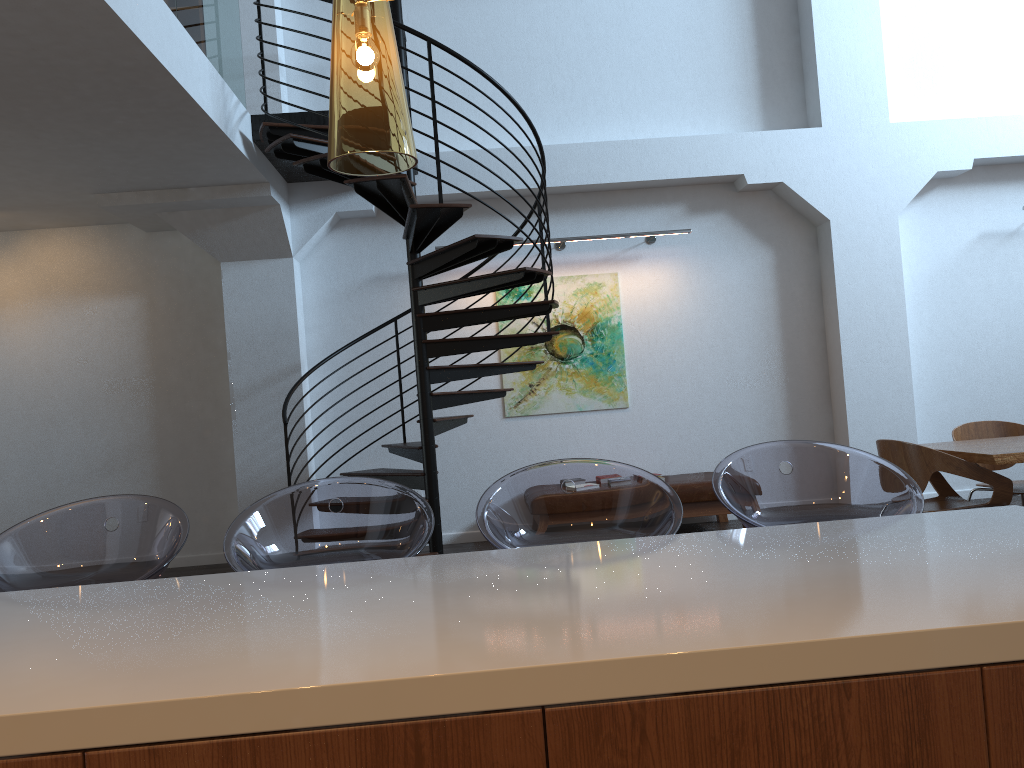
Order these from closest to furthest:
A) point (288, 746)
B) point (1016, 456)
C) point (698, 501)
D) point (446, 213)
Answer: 1. point (288, 746)
2. point (1016, 456)
3. point (446, 213)
4. point (698, 501)

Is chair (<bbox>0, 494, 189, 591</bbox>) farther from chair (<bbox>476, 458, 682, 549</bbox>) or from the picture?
the picture

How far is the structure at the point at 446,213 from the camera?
5.54m

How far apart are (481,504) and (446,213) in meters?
3.5

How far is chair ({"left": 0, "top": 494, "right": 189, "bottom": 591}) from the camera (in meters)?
2.31

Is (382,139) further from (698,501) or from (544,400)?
(544,400)

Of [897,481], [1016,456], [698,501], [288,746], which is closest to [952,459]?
[1016,456]

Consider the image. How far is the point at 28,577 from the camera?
2.3 meters

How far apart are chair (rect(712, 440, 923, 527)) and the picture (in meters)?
5.24

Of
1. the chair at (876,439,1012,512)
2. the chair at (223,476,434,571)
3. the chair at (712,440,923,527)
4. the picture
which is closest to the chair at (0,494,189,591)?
the chair at (223,476,434,571)
